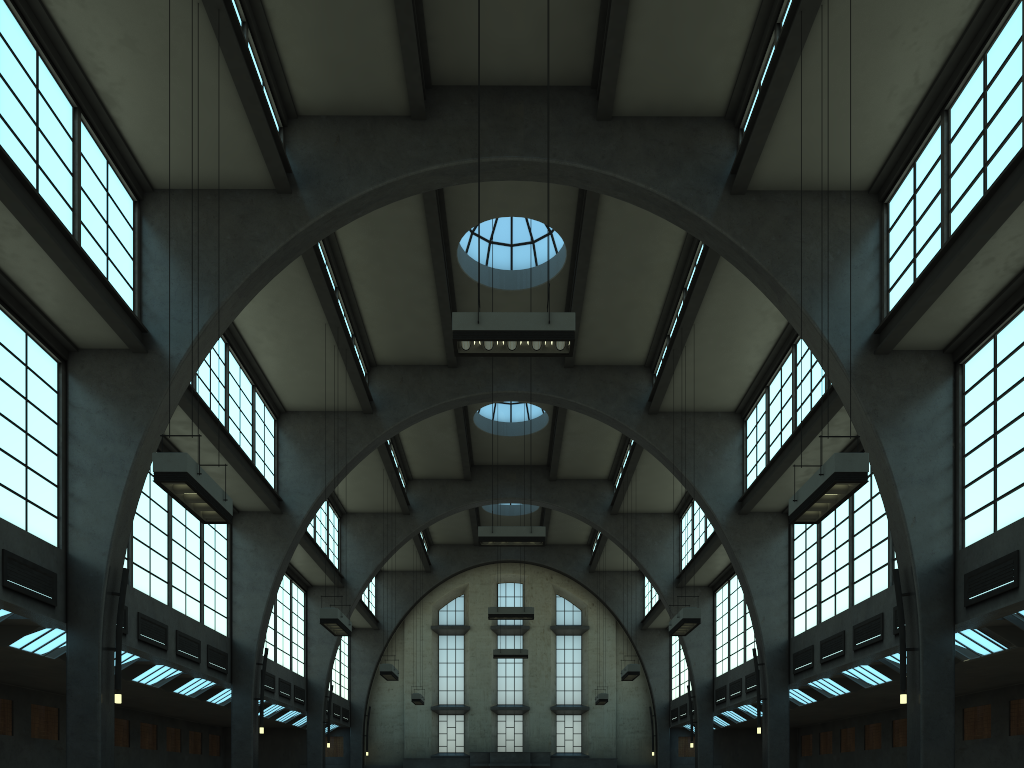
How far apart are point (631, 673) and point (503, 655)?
9.7 meters

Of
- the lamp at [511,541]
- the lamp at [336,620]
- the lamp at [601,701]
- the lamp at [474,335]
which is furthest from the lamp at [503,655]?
the lamp at [474,335]

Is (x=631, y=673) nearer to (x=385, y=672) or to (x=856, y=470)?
(x=385, y=672)

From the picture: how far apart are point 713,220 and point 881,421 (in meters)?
4.78

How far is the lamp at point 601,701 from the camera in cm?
3137

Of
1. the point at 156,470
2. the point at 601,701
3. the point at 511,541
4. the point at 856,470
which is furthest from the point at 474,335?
the point at 601,701

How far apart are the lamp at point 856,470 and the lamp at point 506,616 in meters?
15.6 m

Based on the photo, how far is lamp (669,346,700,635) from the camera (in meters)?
16.89

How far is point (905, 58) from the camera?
13.6 meters

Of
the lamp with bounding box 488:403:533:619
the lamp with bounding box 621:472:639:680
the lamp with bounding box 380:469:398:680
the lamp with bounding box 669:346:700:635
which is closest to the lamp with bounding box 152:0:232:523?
the lamp with bounding box 669:346:700:635
